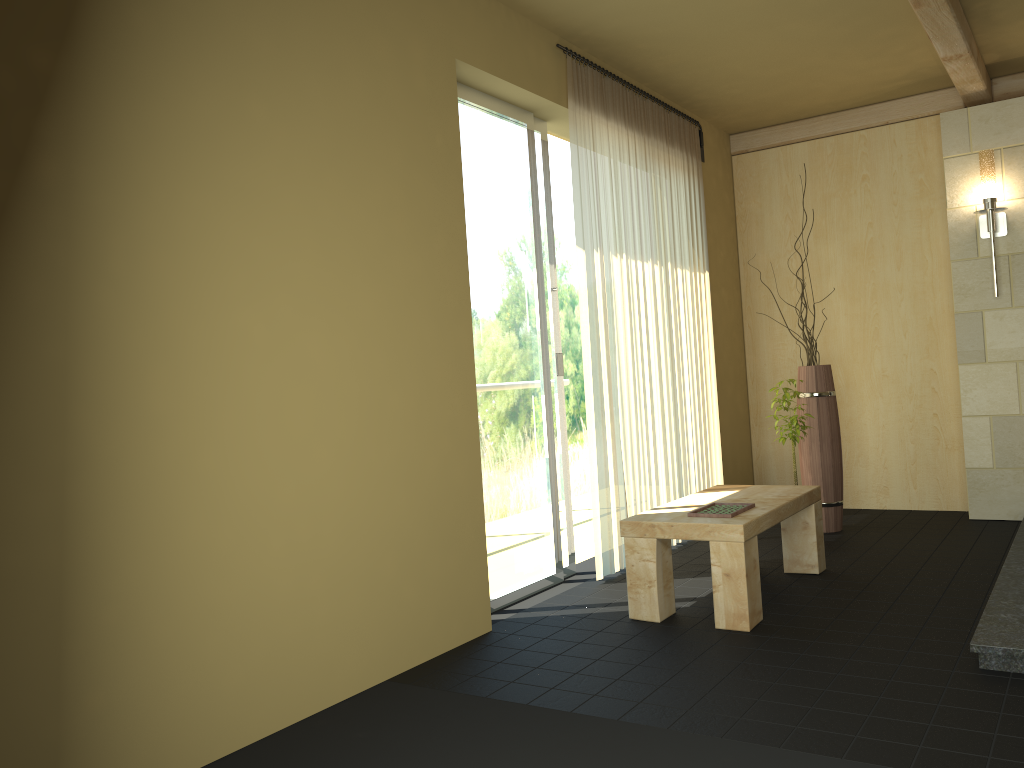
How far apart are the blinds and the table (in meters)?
0.43

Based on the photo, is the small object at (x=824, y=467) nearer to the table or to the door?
the table

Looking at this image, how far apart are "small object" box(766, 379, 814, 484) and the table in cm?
62

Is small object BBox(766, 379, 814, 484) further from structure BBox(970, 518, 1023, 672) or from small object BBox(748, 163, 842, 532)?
structure BBox(970, 518, 1023, 672)

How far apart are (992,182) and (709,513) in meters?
2.9

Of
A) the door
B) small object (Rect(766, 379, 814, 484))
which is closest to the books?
the door

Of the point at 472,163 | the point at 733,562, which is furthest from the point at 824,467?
the point at 472,163

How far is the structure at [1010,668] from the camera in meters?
2.7

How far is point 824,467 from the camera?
5.1m

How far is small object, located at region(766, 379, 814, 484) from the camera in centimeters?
481cm
